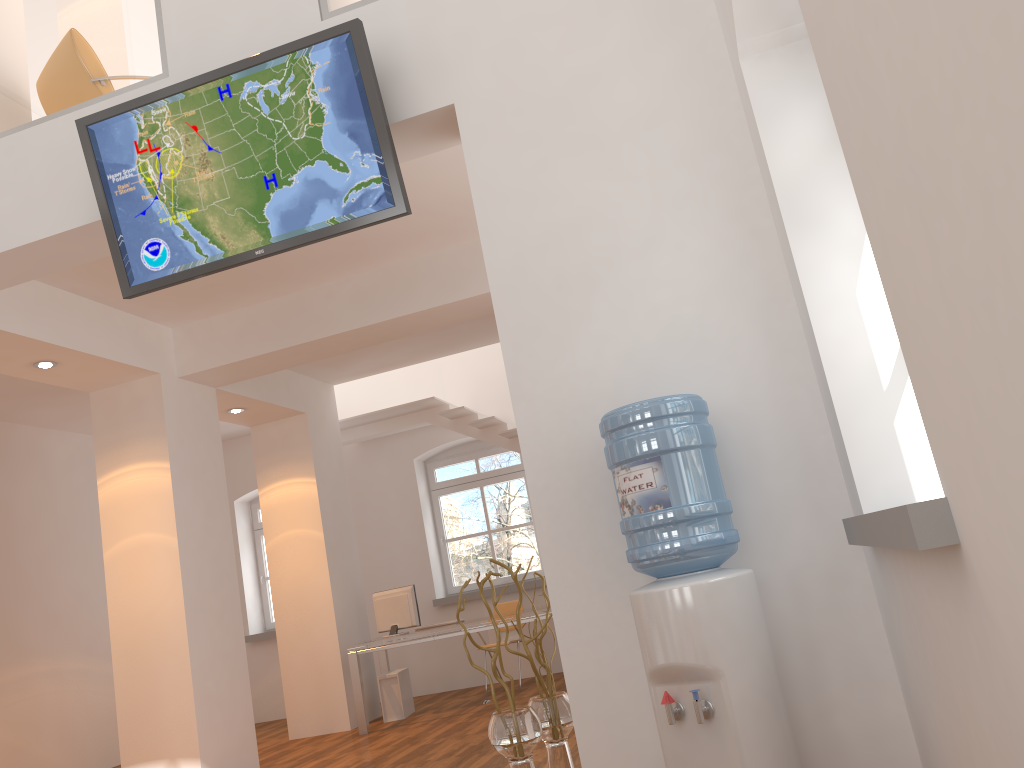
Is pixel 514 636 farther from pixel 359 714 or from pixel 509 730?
pixel 509 730

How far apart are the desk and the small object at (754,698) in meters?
4.9 m

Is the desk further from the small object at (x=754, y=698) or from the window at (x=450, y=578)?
→ the small object at (x=754, y=698)

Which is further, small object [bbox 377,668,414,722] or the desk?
small object [bbox 377,668,414,722]

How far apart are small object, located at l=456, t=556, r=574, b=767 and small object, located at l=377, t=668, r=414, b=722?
4.98m

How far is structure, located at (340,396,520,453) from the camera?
9.2 meters

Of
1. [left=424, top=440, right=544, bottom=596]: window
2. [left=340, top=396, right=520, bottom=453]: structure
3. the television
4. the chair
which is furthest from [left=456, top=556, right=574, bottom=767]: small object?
[left=424, top=440, right=544, bottom=596]: window

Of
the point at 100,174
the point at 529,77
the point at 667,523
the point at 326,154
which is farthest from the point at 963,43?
the point at 100,174

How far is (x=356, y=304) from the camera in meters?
6.5

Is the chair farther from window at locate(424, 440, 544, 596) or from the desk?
the desk
